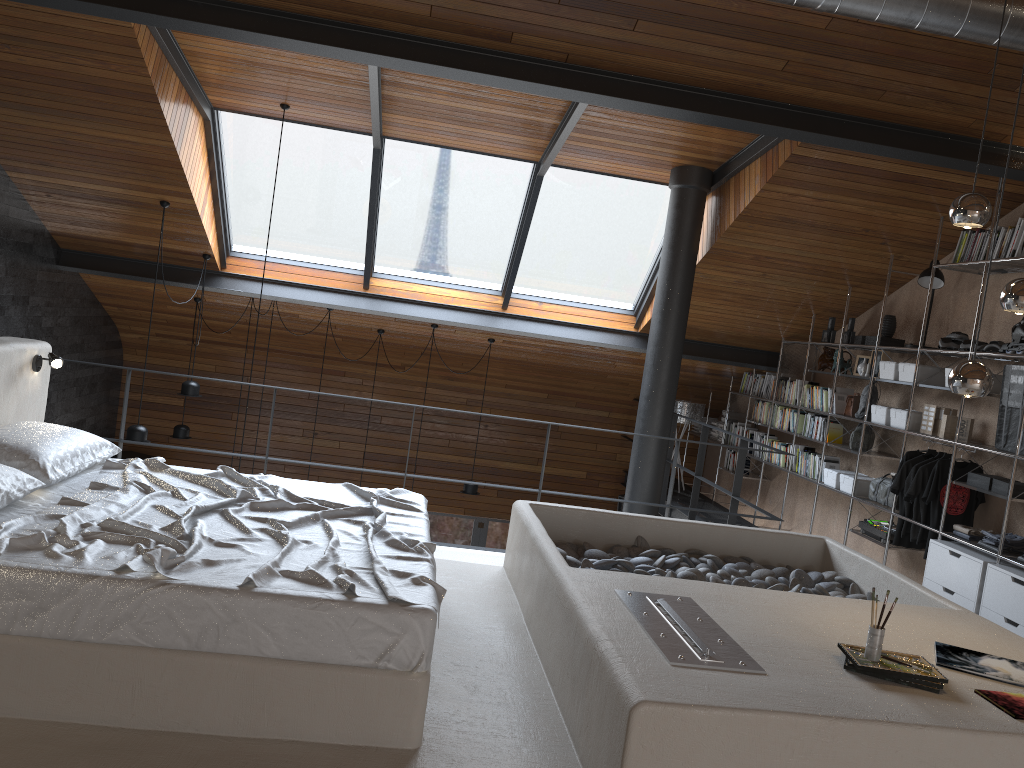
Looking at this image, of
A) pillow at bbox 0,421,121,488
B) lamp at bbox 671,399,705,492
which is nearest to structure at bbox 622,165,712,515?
lamp at bbox 671,399,705,492

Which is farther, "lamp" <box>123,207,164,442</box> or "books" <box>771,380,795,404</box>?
"books" <box>771,380,795,404</box>

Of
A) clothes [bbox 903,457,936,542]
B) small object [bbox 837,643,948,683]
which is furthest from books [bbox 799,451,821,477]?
small object [bbox 837,643,948,683]

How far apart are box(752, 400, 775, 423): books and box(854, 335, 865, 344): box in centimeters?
170cm

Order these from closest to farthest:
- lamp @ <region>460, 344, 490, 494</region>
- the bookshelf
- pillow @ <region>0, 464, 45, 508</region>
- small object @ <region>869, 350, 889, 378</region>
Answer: pillow @ <region>0, 464, 45, 508</region>, the bookshelf, small object @ <region>869, 350, 889, 378</region>, lamp @ <region>460, 344, 490, 494</region>

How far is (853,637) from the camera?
3.16m

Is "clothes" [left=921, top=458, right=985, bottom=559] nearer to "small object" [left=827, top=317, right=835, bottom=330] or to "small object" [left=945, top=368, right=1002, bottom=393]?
"small object" [left=945, top=368, right=1002, bottom=393]

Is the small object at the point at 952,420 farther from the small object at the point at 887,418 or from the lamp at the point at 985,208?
the lamp at the point at 985,208

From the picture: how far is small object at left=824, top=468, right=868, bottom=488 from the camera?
7.07m

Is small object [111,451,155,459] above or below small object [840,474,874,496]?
below
